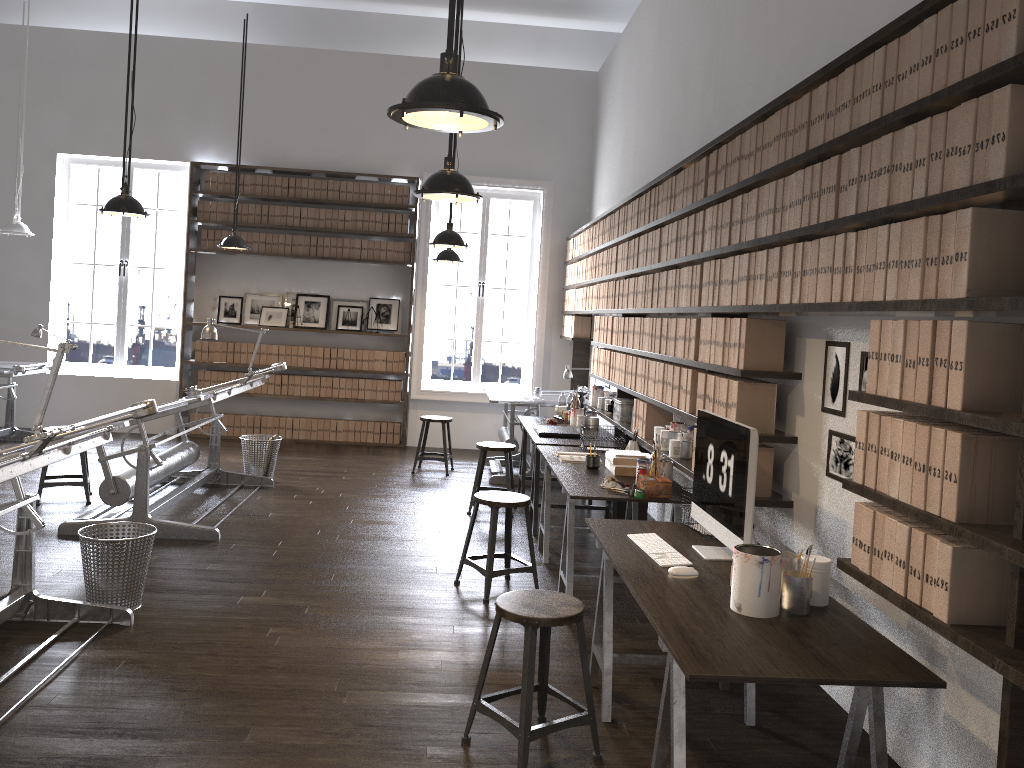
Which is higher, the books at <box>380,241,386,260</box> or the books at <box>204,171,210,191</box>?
the books at <box>204,171,210,191</box>

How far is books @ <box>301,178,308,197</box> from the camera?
9.68m

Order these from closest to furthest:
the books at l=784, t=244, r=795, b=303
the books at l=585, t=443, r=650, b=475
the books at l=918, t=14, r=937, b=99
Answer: the books at l=918, t=14, r=937, b=99 → the books at l=784, t=244, r=795, b=303 → the books at l=585, t=443, r=650, b=475

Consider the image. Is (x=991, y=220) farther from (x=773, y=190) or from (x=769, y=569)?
(x=773, y=190)

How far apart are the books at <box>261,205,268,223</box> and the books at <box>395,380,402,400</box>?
2.31m

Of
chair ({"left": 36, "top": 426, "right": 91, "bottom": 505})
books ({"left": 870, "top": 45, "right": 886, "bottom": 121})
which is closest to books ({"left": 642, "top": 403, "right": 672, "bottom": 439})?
books ({"left": 870, "top": 45, "right": 886, "bottom": 121})

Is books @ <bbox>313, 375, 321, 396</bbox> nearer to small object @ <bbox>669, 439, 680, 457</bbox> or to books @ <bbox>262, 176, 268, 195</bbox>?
books @ <bbox>262, 176, 268, 195</bbox>

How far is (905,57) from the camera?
2.5 meters

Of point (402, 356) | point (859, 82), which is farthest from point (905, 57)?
point (402, 356)

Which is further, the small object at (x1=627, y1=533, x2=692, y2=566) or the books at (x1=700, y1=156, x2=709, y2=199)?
the books at (x1=700, y1=156, x2=709, y2=199)
